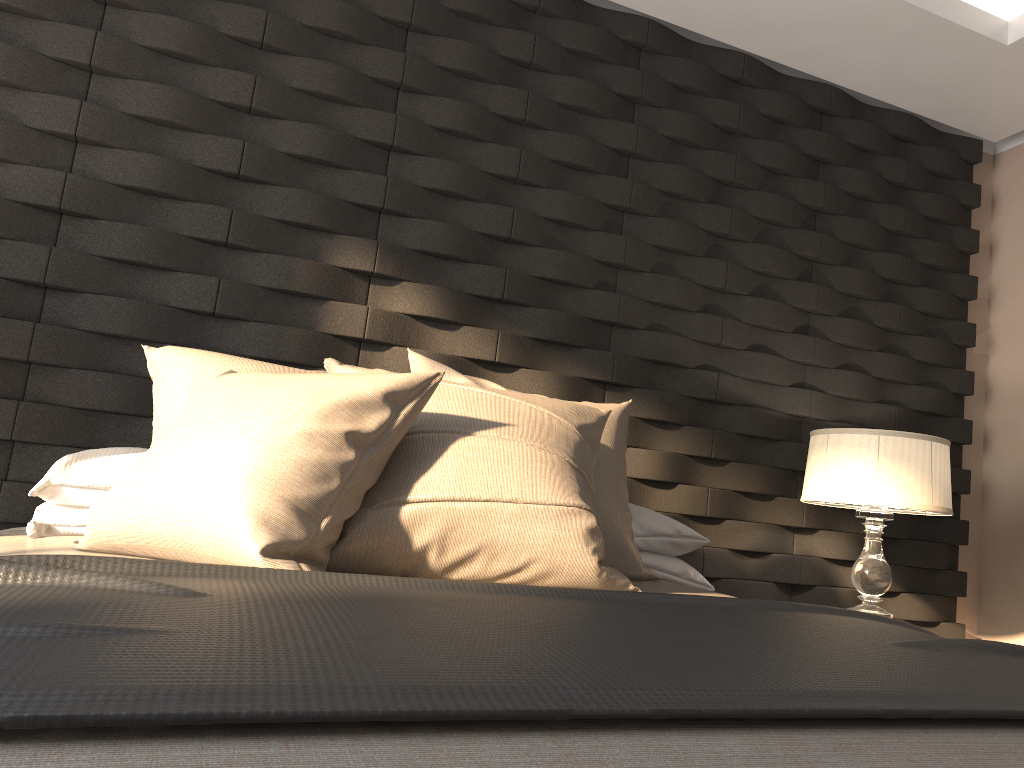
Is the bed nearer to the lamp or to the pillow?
the pillow

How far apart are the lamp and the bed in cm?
79

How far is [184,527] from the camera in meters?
1.4 m

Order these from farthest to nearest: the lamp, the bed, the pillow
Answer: the lamp → the pillow → the bed

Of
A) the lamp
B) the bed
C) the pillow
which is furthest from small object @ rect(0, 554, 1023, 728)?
the lamp

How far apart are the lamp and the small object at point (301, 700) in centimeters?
103cm

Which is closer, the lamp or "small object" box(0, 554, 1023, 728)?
"small object" box(0, 554, 1023, 728)

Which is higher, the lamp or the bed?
the lamp

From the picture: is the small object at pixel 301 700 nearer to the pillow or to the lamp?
the pillow

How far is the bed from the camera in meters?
0.6
